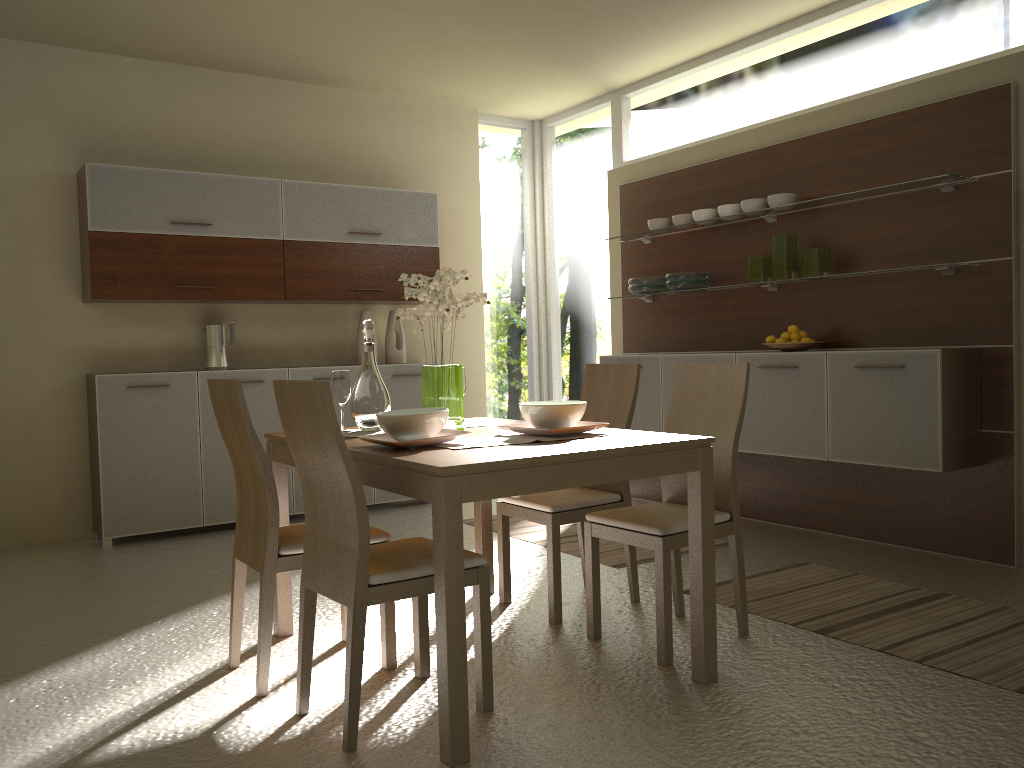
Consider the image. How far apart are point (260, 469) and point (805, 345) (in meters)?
3.14

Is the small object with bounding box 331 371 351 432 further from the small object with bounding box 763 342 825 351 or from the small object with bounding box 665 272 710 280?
the small object with bounding box 665 272 710 280

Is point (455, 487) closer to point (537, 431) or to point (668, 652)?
point (537, 431)

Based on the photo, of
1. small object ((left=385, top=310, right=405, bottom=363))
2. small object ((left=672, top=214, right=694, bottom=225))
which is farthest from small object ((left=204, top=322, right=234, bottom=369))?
small object ((left=672, top=214, right=694, bottom=225))

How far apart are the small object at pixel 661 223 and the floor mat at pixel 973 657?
2.4 meters

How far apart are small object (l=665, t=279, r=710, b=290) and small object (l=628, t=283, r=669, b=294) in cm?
19

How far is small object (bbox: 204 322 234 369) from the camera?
5.65m

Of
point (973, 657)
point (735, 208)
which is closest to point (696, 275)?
point (735, 208)

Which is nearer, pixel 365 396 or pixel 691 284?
pixel 365 396

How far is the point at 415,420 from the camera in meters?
2.7 m
